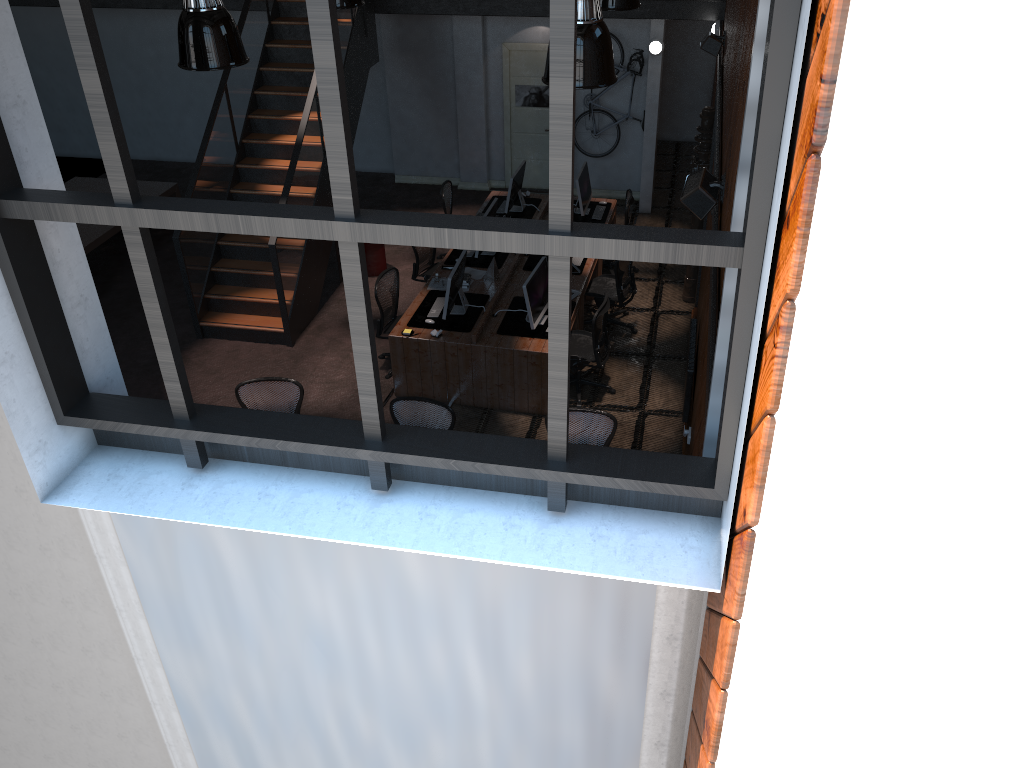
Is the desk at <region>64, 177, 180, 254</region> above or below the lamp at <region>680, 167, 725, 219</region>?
below

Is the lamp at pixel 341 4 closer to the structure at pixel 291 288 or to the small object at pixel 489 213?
the structure at pixel 291 288

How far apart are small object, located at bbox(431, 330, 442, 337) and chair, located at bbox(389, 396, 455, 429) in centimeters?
156cm

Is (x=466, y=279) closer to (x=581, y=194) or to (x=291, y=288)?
(x=291, y=288)

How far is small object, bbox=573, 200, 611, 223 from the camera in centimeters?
1134cm

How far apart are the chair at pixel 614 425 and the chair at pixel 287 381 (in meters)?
2.39

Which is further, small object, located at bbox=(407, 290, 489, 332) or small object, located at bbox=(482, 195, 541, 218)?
small object, located at bbox=(482, 195, 541, 218)

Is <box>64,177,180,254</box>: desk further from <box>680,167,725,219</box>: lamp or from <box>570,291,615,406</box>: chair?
<box>680,167,725,219</box>: lamp

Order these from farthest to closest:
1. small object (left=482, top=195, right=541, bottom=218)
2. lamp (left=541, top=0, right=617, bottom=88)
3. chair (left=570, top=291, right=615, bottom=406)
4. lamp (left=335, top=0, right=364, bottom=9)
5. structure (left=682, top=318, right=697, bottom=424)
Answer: small object (left=482, top=195, right=541, bottom=218) < chair (left=570, top=291, right=615, bottom=406) < structure (left=682, top=318, right=697, bottom=424) < lamp (left=335, top=0, right=364, bottom=9) < lamp (left=541, top=0, right=617, bottom=88)

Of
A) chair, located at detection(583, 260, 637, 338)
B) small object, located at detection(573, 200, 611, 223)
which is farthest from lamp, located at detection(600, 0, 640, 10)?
small object, located at detection(573, 200, 611, 223)
